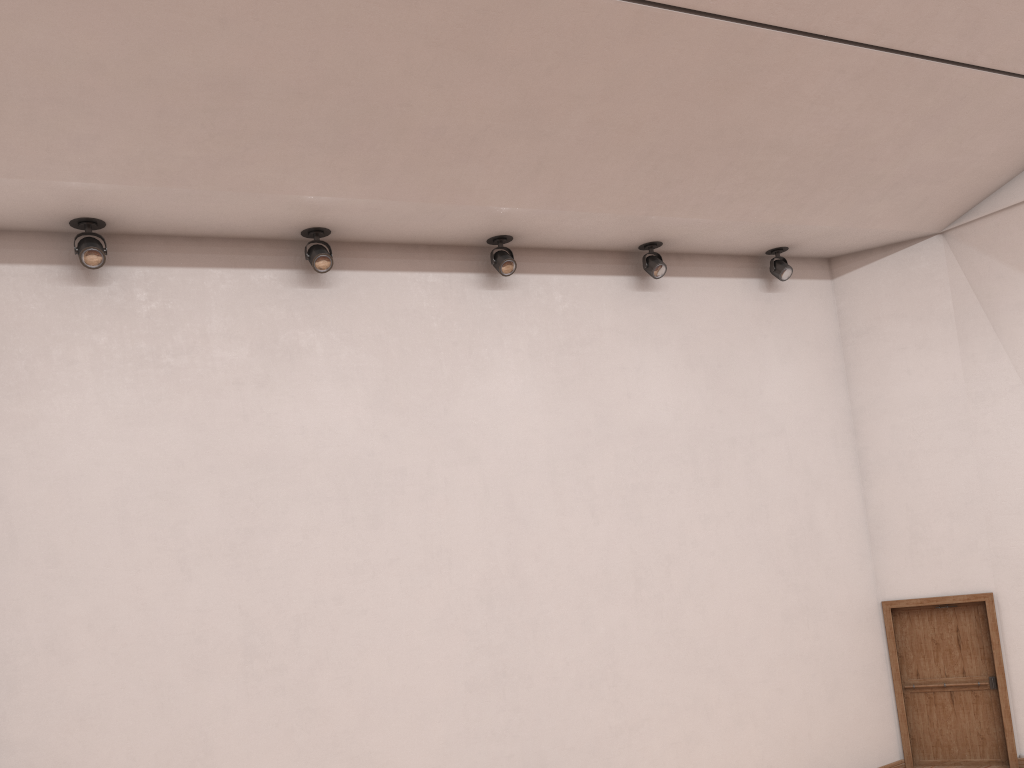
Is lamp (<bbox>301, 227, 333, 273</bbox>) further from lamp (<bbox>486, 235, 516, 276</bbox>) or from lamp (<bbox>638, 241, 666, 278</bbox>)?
lamp (<bbox>638, 241, 666, 278</bbox>)

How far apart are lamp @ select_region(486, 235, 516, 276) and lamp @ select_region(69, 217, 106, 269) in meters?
0.4

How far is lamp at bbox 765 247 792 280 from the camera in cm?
119

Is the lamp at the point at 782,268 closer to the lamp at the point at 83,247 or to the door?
the door

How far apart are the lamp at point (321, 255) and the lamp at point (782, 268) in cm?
62

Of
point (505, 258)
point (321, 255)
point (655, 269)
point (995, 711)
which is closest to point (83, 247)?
point (321, 255)

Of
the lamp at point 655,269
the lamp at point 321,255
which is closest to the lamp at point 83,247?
the lamp at point 321,255

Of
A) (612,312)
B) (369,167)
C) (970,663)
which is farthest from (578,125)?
(970,663)

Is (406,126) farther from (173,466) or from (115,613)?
(115,613)

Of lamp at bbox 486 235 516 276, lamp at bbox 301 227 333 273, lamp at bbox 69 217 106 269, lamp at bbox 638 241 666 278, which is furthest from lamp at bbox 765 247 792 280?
lamp at bbox 69 217 106 269
